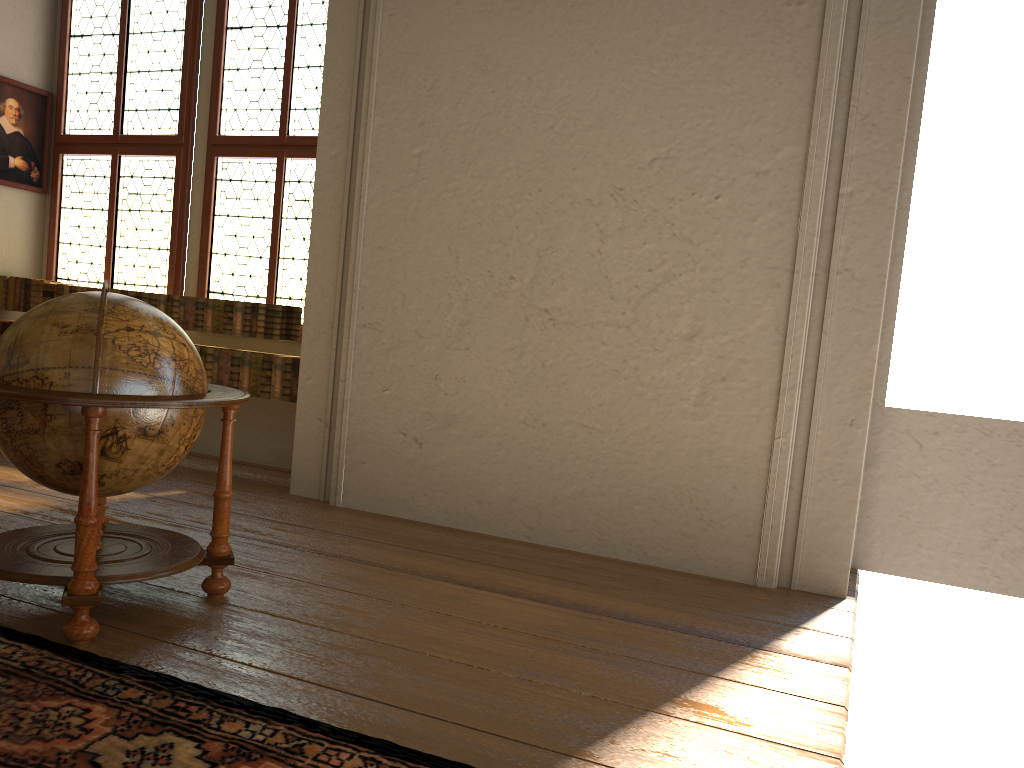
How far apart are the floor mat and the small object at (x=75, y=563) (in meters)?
0.07

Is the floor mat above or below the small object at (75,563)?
below

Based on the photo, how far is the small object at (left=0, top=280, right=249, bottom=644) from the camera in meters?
3.4 m

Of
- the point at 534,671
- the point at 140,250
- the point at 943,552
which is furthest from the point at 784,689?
the point at 140,250

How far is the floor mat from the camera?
2.6 meters

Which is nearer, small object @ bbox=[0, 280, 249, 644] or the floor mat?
the floor mat

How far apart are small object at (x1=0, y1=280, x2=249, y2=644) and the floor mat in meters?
0.1 m

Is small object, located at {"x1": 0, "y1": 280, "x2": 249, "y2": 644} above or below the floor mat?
above

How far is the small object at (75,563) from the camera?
3.4m

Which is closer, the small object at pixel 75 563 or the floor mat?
the floor mat
